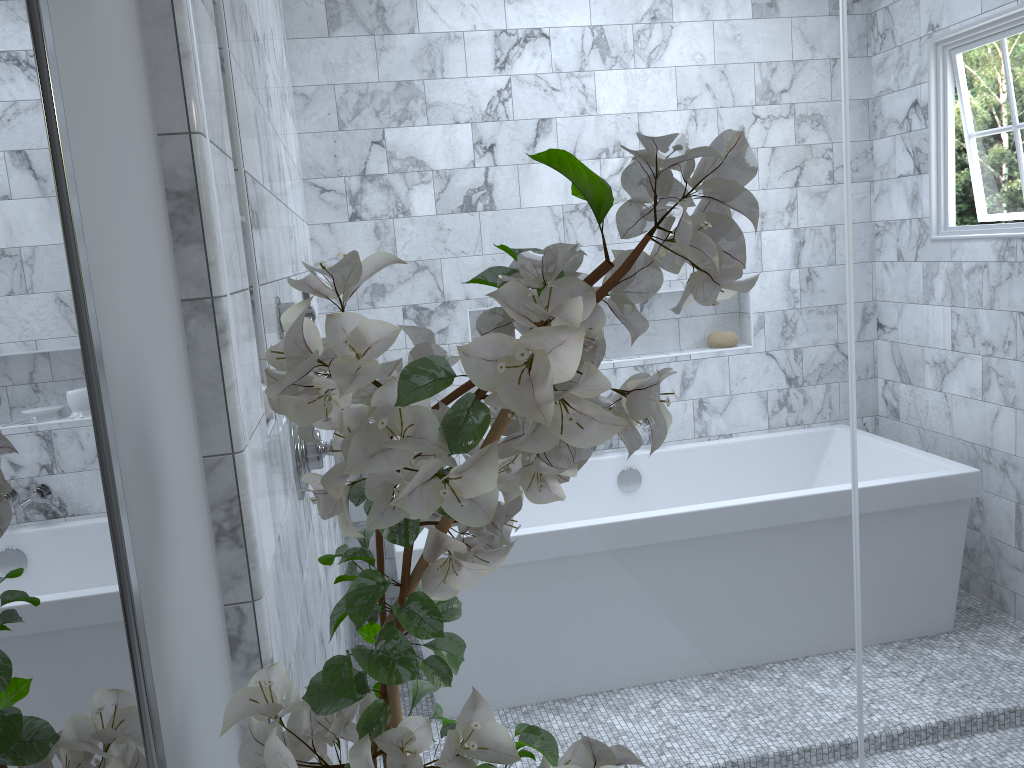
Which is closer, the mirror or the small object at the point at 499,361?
the mirror

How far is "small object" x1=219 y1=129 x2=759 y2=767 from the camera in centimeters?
50cm

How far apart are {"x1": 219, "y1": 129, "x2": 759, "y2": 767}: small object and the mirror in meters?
0.1

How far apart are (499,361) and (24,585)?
0.3m

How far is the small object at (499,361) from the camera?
0.5m

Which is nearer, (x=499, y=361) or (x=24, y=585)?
(x=24, y=585)

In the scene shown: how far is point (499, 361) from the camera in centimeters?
50cm

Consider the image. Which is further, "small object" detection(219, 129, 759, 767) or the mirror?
"small object" detection(219, 129, 759, 767)

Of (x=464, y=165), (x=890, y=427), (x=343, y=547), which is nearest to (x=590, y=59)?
(x=464, y=165)

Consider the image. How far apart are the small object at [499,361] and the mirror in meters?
0.1
